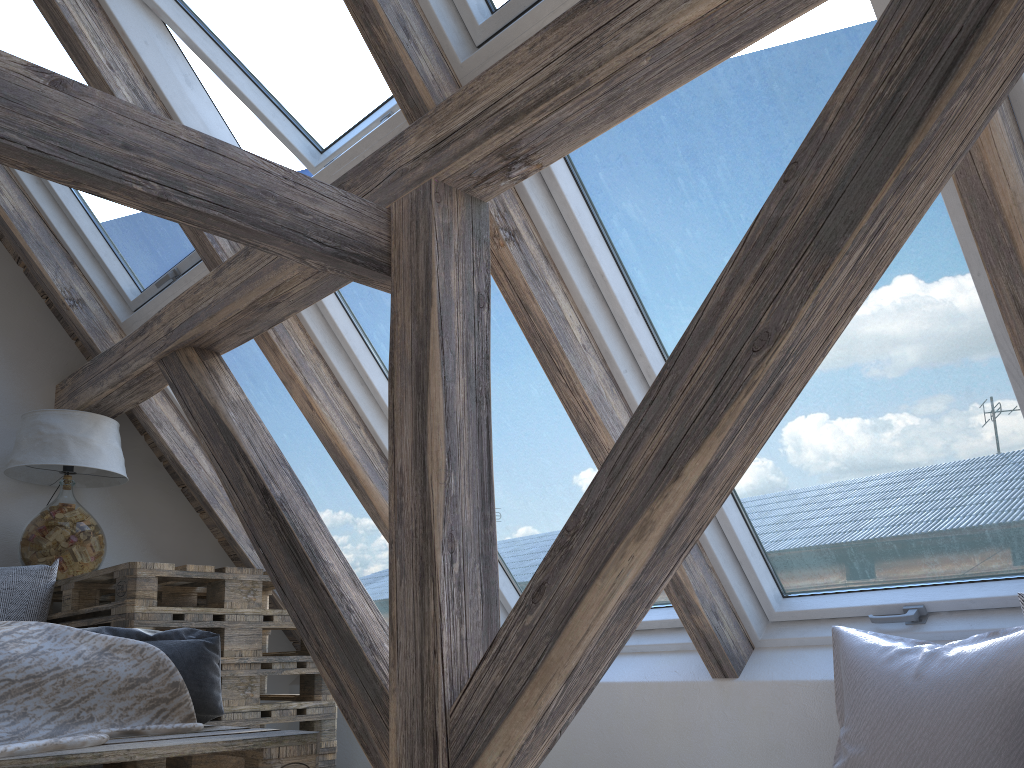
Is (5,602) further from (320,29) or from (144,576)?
(320,29)

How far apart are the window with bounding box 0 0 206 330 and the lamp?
0.34m

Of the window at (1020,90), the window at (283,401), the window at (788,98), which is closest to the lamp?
the window at (283,401)

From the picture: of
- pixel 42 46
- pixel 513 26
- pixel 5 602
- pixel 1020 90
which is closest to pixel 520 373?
pixel 513 26

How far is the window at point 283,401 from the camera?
3.1m

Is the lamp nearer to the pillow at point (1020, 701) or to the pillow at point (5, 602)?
the pillow at point (5, 602)

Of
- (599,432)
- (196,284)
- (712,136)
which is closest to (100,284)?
(196,284)

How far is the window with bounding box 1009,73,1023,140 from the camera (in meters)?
1.39

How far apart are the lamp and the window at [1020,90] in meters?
2.8 m

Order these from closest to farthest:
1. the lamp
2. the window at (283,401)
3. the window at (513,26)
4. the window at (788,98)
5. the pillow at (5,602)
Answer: the window at (788,98) < the window at (513,26) < the pillow at (5,602) < the lamp < the window at (283,401)
